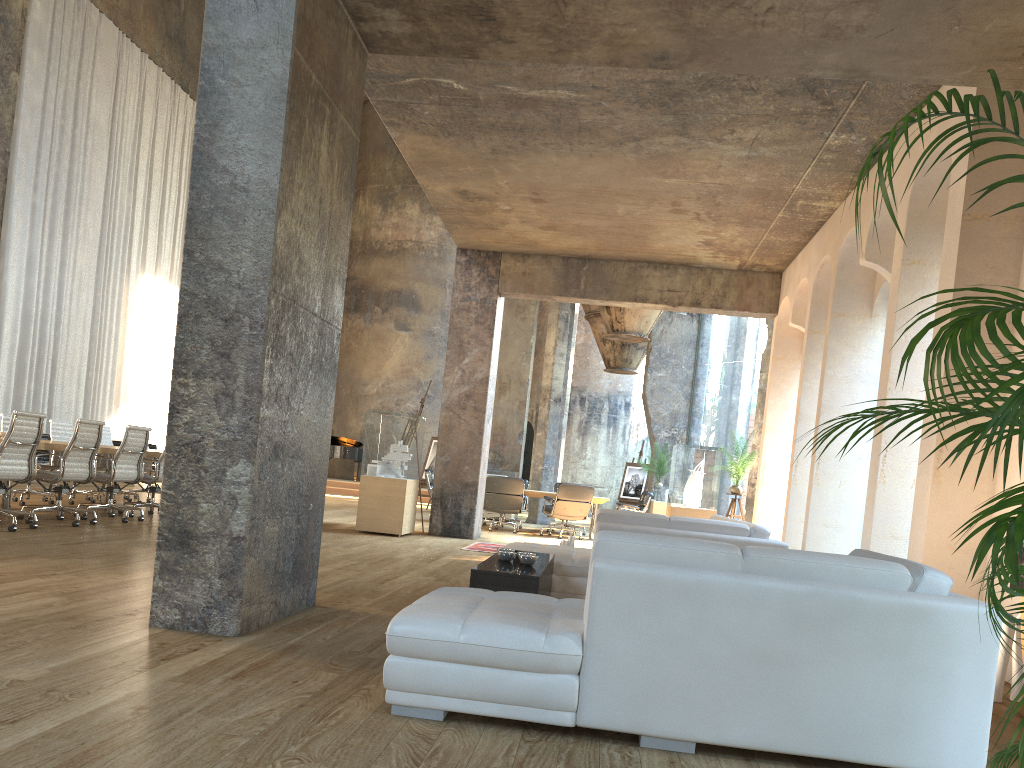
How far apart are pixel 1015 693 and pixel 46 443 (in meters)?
7.83

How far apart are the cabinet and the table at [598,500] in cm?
839

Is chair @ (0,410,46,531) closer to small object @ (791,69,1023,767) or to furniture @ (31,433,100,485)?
small object @ (791,69,1023,767)

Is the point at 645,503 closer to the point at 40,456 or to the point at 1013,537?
the point at 40,456

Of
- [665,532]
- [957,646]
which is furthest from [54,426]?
[957,646]

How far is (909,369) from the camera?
6.59m

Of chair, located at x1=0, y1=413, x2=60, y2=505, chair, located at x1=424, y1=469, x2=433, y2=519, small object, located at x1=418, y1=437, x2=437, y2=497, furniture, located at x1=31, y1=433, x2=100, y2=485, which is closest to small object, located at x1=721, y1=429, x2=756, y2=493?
chair, located at x1=424, y1=469, x2=433, y2=519

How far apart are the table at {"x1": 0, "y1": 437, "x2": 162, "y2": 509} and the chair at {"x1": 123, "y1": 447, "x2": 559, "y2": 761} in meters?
2.6

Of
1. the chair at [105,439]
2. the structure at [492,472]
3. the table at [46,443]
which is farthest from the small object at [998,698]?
the structure at [492,472]

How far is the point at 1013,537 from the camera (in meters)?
1.80
